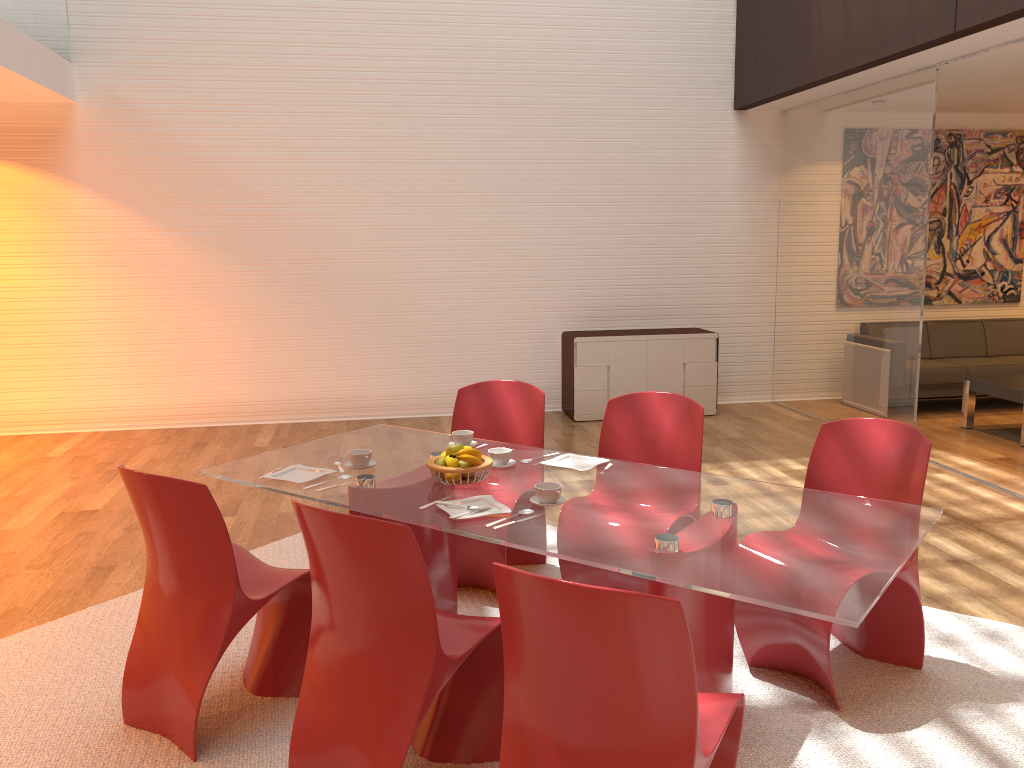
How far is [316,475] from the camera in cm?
319

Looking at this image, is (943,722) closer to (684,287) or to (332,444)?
(332,444)

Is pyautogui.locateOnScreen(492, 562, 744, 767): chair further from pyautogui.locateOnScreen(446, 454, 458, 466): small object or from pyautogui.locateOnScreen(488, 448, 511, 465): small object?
pyautogui.locateOnScreen(488, 448, 511, 465): small object

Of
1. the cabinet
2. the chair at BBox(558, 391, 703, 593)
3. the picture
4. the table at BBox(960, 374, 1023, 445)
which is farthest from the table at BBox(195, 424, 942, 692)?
the picture

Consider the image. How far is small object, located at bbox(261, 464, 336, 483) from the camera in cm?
319

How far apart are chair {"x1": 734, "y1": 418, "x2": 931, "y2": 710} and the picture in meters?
6.1

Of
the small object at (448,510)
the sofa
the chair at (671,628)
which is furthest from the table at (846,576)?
the sofa

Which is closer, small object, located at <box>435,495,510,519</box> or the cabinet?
small object, located at <box>435,495,510,519</box>

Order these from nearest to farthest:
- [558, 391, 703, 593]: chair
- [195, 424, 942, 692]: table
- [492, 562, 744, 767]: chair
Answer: [492, 562, 744, 767]: chair, [195, 424, 942, 692]: table, [558, 391, 703, 593]: chair

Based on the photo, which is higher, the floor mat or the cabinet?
the cabinet
